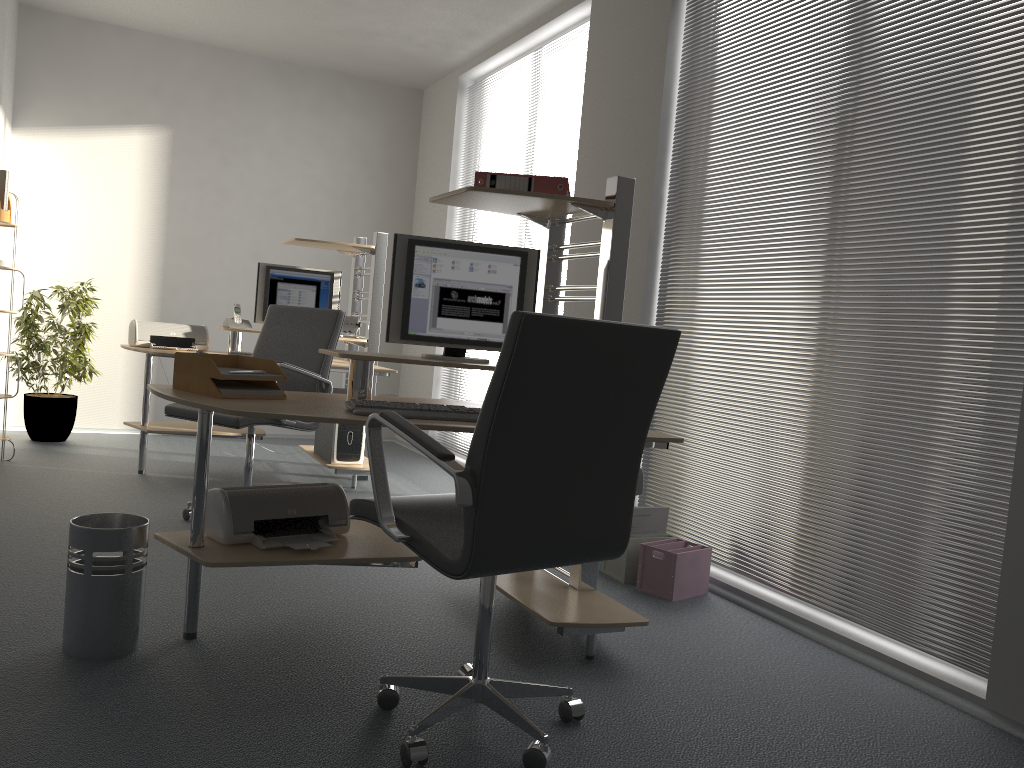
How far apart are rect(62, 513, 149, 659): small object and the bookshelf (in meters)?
3.05

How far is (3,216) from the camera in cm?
503

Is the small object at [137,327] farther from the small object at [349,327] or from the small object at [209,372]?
the small object at [209,372]

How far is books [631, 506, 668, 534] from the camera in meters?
3.8

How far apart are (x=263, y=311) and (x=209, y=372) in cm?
294

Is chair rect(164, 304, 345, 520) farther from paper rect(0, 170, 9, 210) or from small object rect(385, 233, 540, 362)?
paper rect(0, 170, 9, 210)

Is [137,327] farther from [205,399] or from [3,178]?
[205,399]

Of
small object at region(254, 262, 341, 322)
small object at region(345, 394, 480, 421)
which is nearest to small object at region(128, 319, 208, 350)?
small object at region(254, 262, 341, 322)

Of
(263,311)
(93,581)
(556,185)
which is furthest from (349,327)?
(93,581)

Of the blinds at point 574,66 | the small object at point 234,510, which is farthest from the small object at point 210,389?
the blinds at point 574,66
